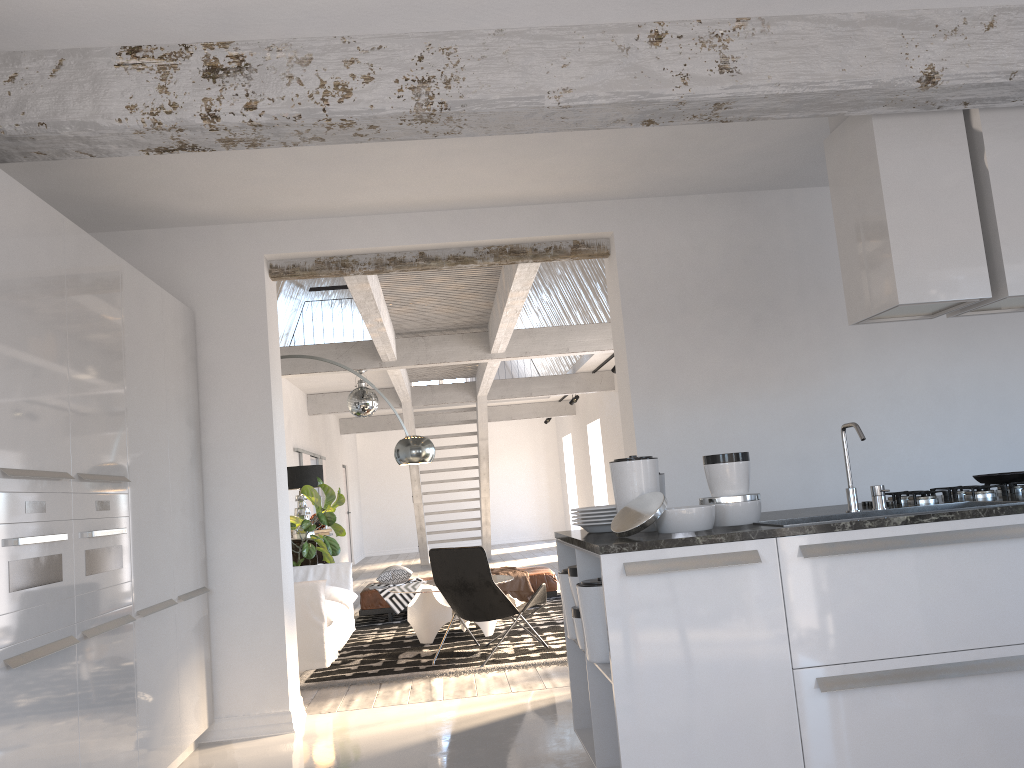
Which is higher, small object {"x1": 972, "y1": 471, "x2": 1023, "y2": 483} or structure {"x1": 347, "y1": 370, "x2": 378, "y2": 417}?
structure {"x1": 347, "y1": 370, "x2": 378, "y2": 417}

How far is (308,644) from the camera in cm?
665

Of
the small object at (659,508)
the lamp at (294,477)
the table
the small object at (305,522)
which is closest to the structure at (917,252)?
the small object at (659,508)

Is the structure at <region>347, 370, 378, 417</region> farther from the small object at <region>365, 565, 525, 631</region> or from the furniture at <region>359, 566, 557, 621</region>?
the furniture at <region>359, 566, 557, 621</region>

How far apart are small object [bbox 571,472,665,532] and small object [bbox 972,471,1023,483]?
1.7m

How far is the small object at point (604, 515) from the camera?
3.6 meters

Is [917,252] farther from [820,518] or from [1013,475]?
[820,518]

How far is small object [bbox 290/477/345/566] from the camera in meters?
9.2 m

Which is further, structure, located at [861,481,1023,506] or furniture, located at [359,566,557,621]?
furniture, located at [359,566,557,621]

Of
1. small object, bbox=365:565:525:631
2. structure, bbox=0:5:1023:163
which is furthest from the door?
structure, bbox=0:5:1023:163
